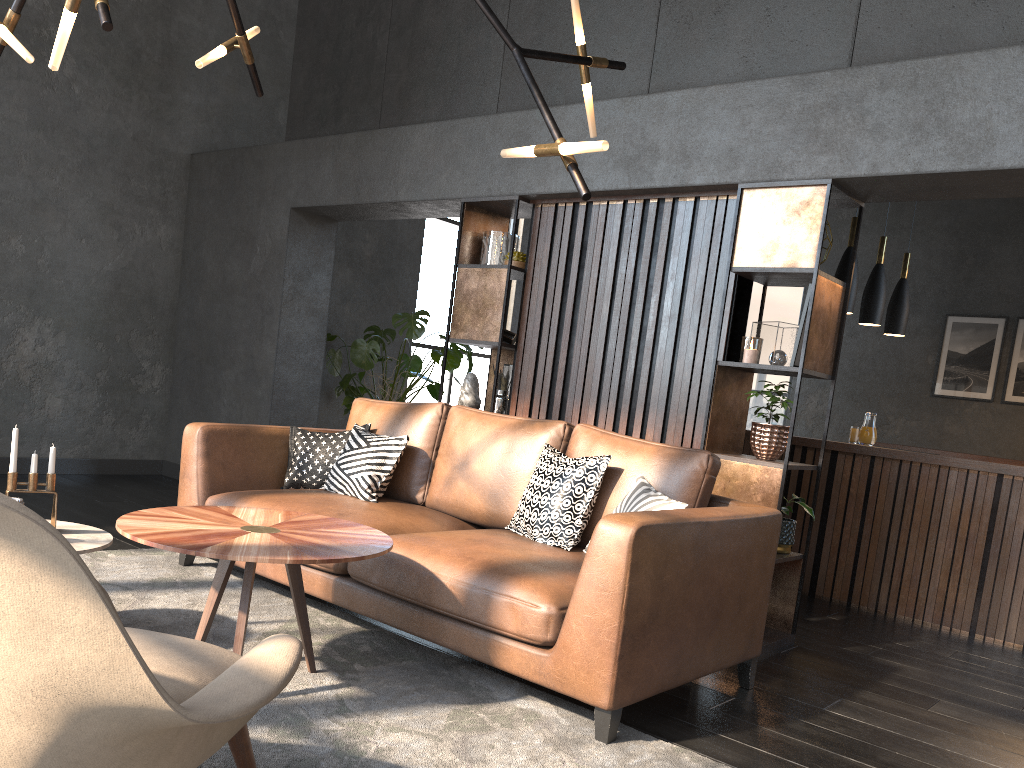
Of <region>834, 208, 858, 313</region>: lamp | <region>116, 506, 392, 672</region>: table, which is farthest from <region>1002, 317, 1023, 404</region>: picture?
<region>116, 506, 392, 672</region>: table

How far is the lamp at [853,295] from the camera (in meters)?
5.81

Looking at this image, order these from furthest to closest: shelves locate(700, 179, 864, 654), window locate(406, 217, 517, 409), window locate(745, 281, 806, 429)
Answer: window locate(745, 281, 806, 429) → window locate(406, 217, 517, 409) → shelves locate(700, 179, 864, 654)

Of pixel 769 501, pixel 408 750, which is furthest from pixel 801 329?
pixel 408 750

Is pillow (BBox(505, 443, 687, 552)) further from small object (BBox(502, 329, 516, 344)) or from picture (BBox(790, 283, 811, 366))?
small object (BBox(502, 329, 516, 344))

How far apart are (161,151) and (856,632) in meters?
5.9 m

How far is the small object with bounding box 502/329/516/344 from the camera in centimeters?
511cm

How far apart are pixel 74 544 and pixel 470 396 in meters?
2.6

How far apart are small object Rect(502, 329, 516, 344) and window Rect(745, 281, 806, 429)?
6.1m

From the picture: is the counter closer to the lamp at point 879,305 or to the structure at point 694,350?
the lamp at point 879,305
